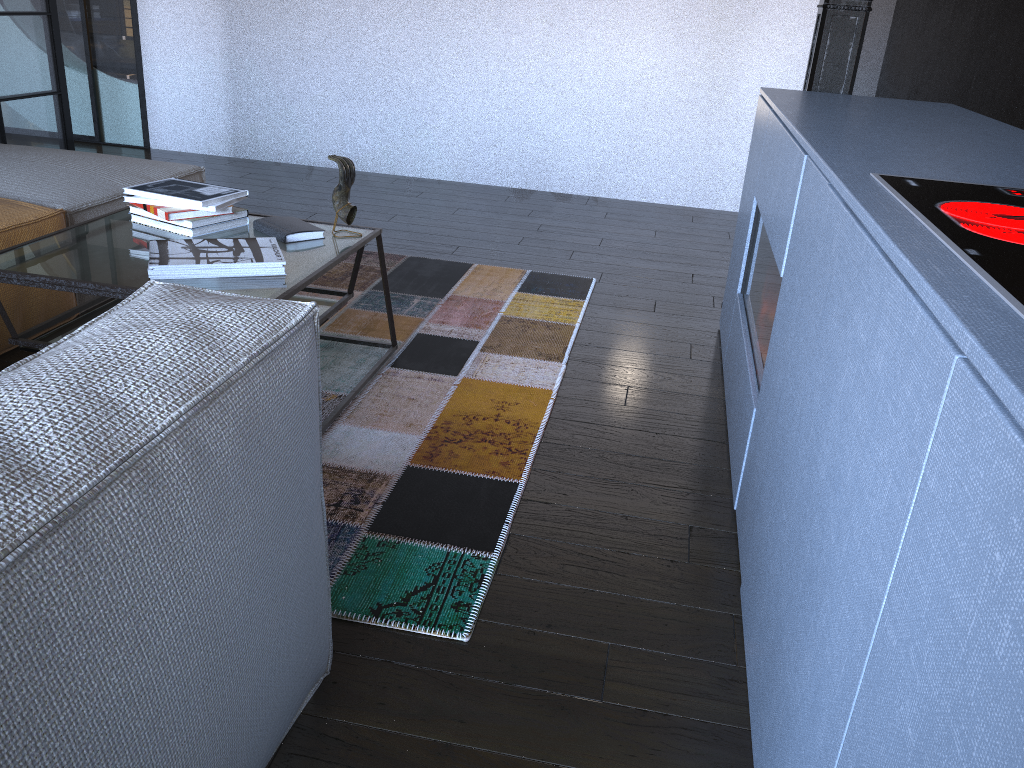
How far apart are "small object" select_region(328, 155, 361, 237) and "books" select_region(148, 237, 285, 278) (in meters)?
0.24

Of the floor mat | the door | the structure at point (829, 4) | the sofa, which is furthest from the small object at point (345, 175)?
the door

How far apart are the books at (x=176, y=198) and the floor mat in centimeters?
53cm

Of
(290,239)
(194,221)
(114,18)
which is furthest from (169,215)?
(114,18)

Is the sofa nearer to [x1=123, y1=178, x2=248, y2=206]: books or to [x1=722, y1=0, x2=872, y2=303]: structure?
[x1=123, y1=178, x2=248, y2=206]: books

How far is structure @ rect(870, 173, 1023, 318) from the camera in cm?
87

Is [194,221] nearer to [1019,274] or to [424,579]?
[424,579]

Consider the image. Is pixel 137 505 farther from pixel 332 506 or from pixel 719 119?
pixel 719 119

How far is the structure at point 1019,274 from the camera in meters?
0.9 m

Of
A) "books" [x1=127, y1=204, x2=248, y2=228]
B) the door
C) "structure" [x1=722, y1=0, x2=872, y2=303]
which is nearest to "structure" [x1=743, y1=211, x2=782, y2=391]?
"structure" [x1=722, y1=0, x2=872, y2=303]
